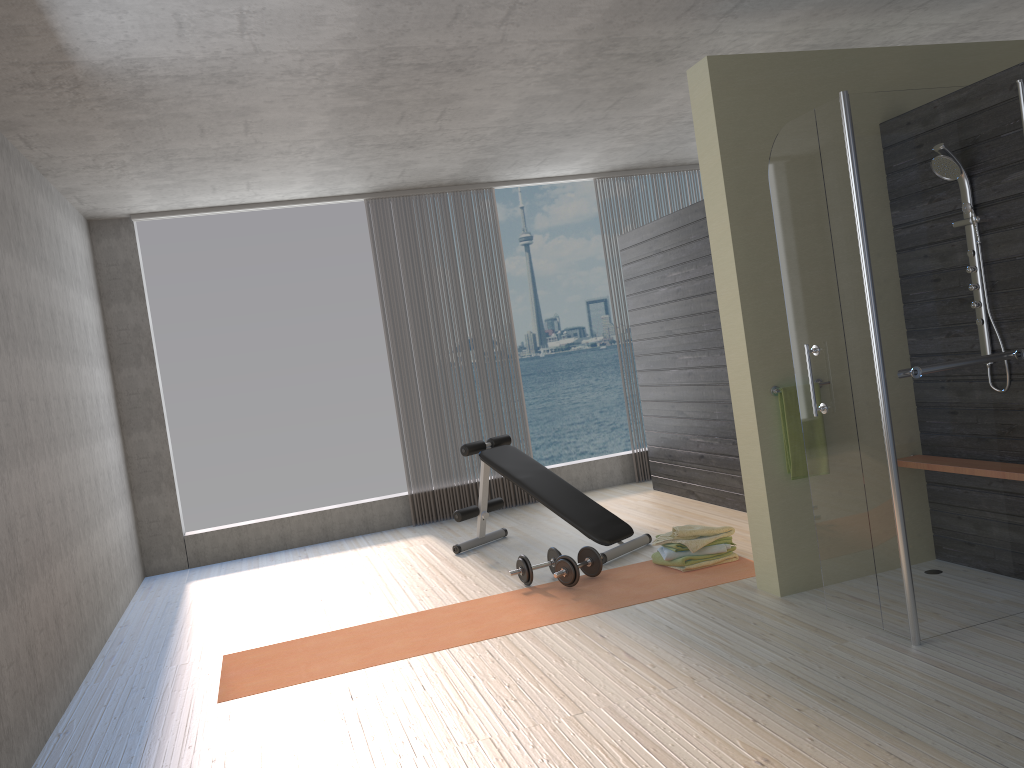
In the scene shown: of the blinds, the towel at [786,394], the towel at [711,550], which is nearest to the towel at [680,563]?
the towel at [711,550]

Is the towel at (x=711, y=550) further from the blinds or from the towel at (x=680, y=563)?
the blinds

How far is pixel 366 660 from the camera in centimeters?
407cm

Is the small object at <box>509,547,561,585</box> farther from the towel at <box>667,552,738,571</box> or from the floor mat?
the towel at <box>667,552,738,571</box>

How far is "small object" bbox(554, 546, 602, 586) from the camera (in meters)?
4.74

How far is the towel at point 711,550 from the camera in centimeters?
480cm

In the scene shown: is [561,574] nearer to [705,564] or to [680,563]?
[680,563]

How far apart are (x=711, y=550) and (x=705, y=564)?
0.1m

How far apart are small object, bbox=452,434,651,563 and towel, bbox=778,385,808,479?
1.45m

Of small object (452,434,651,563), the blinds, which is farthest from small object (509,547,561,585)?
the blinds
